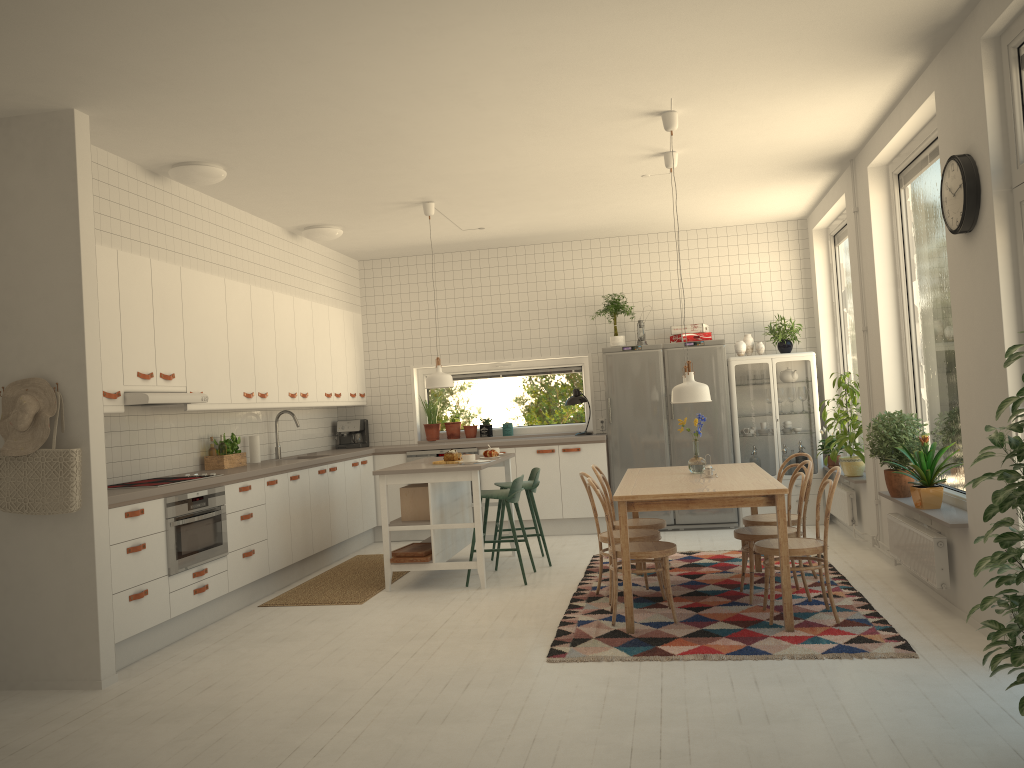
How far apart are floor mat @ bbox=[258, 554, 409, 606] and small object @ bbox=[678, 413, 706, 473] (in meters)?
2.39

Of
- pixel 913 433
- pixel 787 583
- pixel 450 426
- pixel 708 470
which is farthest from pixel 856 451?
pixel 450 426

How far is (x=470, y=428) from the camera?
9.1 meters

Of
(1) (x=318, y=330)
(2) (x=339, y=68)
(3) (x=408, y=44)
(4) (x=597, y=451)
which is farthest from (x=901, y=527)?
(1) (x=318, y=330)

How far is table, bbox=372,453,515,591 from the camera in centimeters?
624cm

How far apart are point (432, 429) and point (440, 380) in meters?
2.4

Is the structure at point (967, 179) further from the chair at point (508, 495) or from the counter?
the counter

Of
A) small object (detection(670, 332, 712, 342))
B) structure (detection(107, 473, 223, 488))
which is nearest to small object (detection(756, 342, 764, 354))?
small object (detection(670, 332, 712, 342))

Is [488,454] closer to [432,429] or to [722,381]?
[432,429]

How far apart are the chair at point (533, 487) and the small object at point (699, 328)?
2.16m
